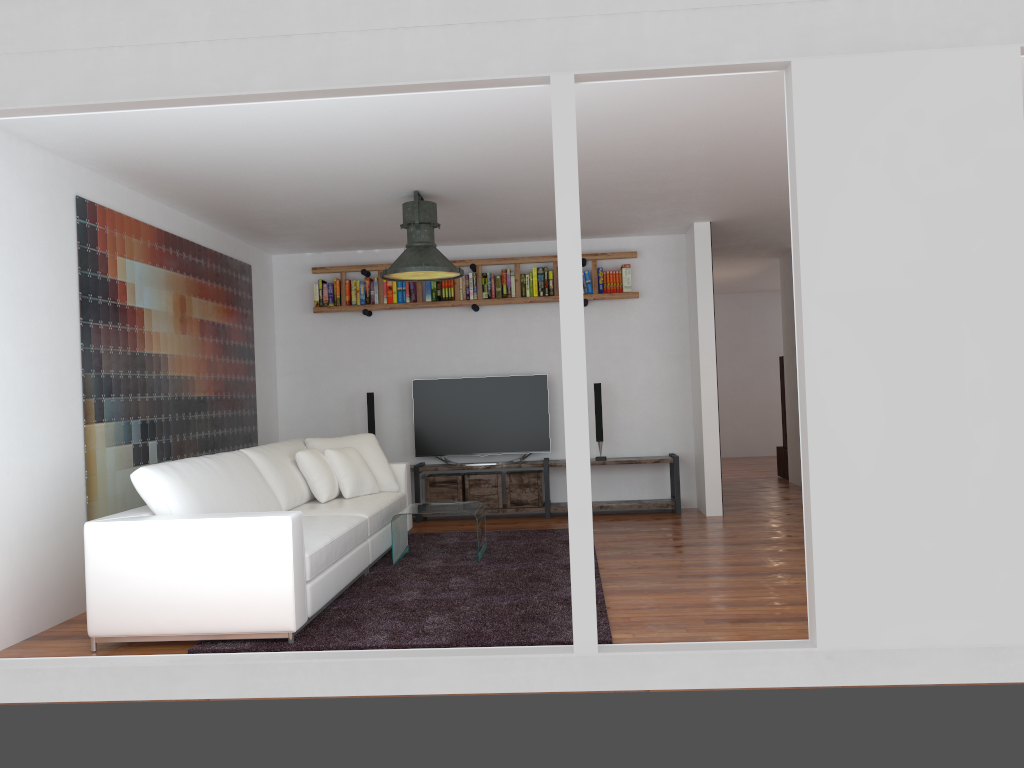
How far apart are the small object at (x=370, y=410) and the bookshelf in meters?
0.8 m

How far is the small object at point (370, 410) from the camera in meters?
8.0 m

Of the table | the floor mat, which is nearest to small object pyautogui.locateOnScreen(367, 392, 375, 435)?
the floor mat

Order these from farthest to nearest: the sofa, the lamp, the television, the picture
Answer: the television → the lamp → the picture → the sofa

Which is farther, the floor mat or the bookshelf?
the bookshelf

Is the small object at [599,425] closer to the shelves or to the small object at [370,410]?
the shelves

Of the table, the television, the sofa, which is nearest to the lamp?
the sofa

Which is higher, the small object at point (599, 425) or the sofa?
the small object at point (599, 425)

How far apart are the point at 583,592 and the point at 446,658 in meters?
0.6

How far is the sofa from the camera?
4.0 meters
